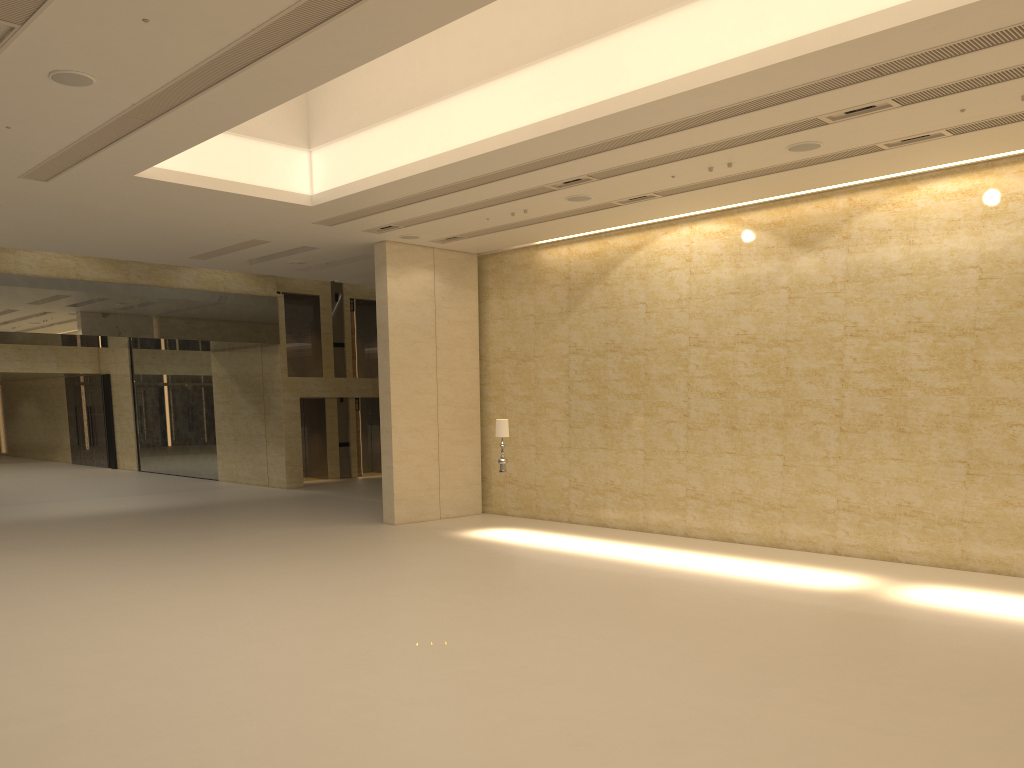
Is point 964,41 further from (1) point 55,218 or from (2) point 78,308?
(2) point 78,308

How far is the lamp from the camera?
16.9m

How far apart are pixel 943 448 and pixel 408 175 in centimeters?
944cm

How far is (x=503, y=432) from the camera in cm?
1694

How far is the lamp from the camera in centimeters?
1694cm
